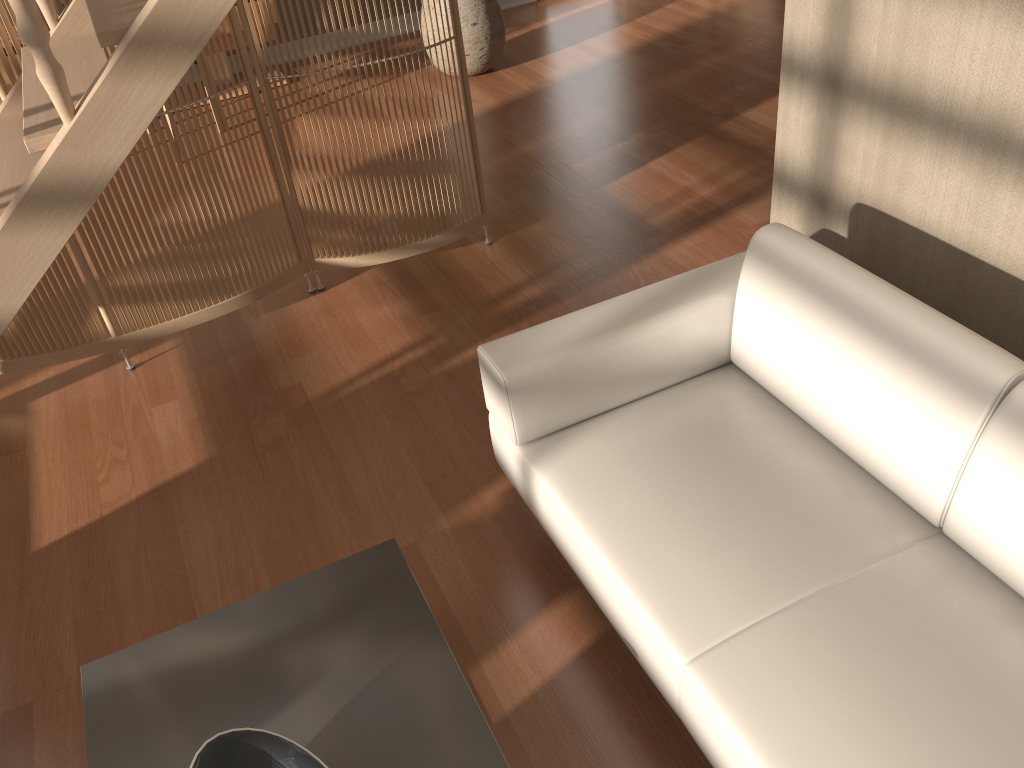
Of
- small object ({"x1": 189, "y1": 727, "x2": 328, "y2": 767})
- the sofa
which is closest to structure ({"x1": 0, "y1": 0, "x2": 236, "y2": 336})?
the sofa

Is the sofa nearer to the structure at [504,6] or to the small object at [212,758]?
the small object at [212,758]

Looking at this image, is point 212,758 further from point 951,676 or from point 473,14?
point 473,14

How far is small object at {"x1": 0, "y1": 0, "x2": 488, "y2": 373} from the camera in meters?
3.0

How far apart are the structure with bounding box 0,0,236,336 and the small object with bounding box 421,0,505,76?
3.04m

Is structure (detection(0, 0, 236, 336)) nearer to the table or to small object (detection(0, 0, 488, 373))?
small object (detection(0, 0, 488, 373))

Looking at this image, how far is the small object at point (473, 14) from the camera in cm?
521

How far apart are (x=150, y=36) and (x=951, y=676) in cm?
191

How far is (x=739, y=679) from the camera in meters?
1.6 m

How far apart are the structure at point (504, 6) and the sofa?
5.1 meters
